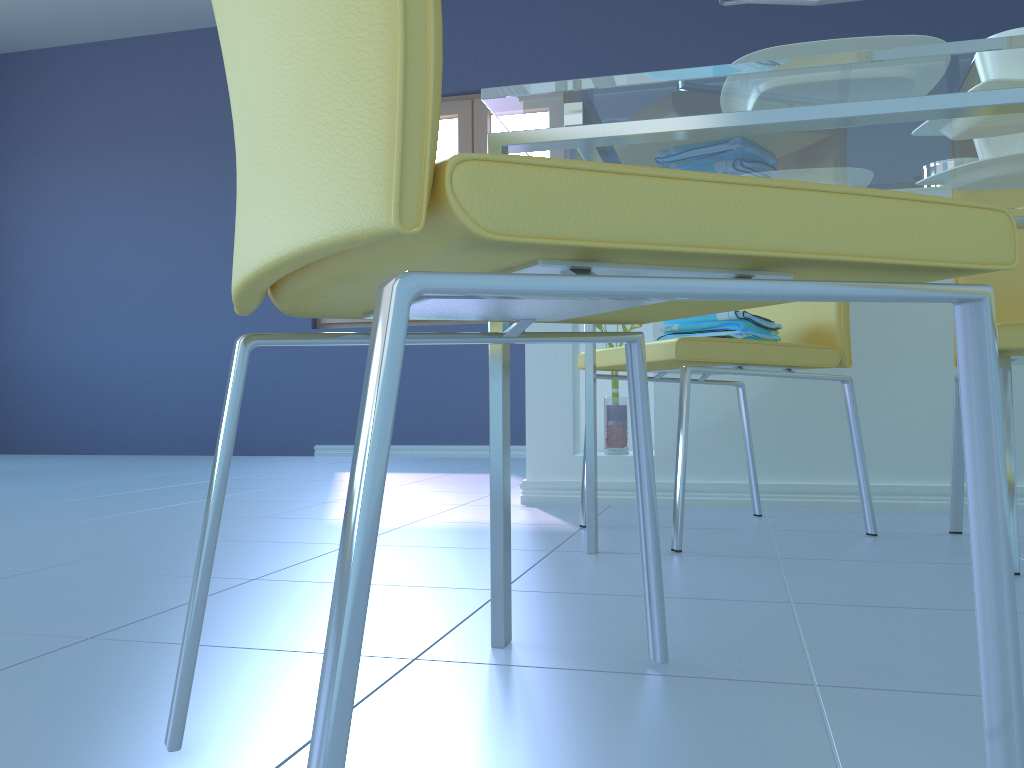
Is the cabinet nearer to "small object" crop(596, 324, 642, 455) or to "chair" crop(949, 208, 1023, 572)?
"small object" crop(596, 324, 642, 455)

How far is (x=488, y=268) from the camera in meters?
0.5

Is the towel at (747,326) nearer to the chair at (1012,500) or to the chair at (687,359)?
the chair at (687,359)

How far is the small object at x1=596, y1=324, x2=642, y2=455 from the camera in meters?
2.4

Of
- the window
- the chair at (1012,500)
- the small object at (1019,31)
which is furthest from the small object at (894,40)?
the window

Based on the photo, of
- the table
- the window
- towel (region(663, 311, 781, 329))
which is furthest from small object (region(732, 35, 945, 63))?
the window

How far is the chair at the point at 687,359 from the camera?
1.6 meters

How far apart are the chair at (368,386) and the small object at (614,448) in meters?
1.5

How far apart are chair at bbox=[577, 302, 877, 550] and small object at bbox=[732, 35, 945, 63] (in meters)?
0.71

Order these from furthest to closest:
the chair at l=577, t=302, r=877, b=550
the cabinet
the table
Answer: the cabinet < the chair at l=577, t=302, r=877, b=550 < the table
